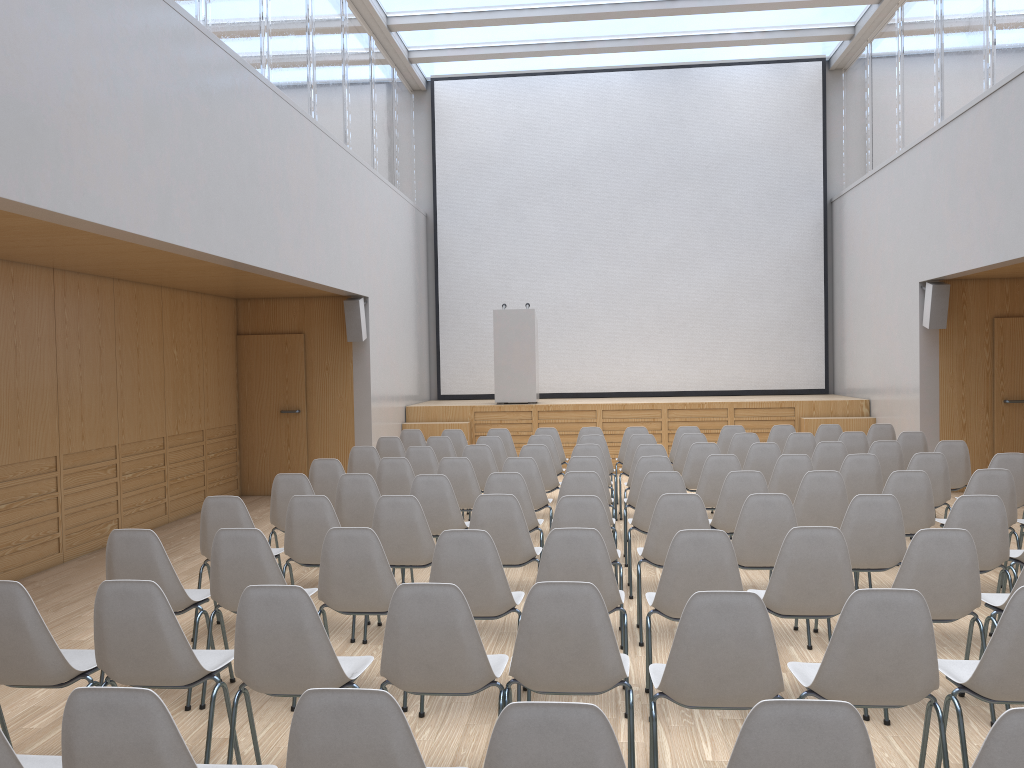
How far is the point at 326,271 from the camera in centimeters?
930cm

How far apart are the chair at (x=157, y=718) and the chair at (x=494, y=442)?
6.90m

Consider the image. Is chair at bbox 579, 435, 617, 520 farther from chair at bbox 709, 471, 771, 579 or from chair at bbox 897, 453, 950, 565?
chair at bbox 897, 453, 950, 565

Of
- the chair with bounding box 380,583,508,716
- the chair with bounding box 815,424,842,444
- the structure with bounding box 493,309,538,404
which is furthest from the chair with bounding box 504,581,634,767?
the structure with bounding box 493,309,538,404

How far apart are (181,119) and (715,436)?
8.6m

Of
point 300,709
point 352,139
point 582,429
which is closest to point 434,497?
point 300,709

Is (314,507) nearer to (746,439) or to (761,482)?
(761,482)

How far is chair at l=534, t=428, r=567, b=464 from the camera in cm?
1000

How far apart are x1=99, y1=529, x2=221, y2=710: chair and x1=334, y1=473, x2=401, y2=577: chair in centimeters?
161cm

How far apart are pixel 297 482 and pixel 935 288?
7.54m
